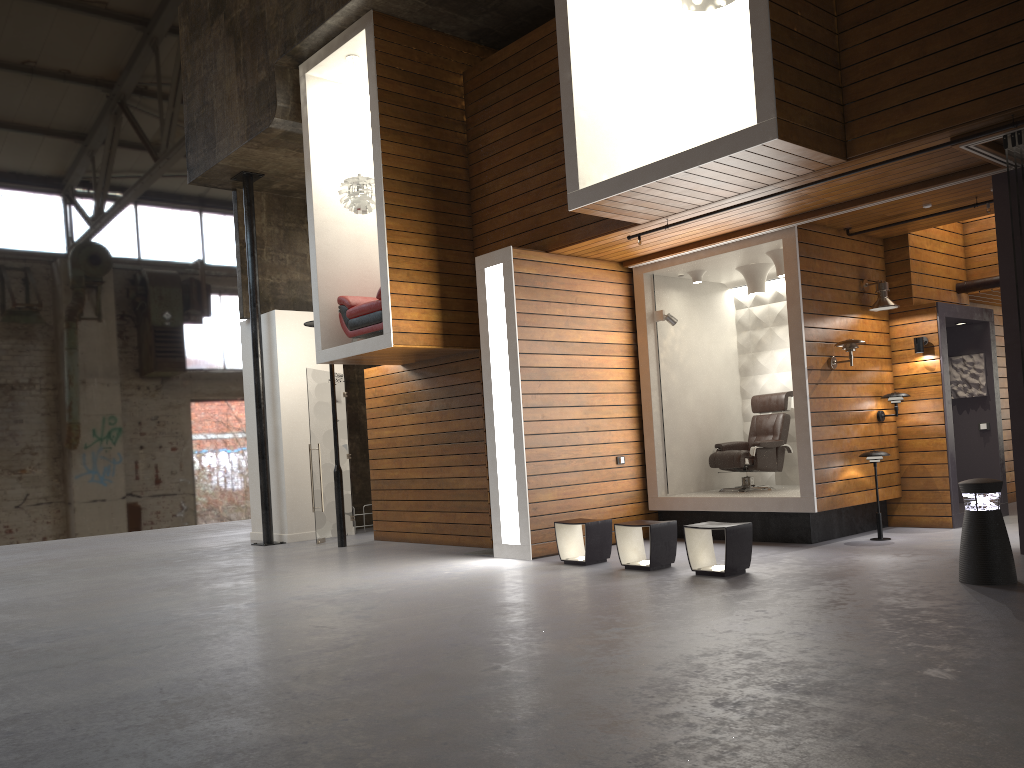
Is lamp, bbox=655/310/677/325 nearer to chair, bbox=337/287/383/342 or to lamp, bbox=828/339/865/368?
lamp, bbox=828/339/865/368

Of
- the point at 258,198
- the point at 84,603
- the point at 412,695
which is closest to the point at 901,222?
the point at 412,695

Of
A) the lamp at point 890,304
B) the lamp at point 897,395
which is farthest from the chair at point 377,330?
the lamp at point 897,395

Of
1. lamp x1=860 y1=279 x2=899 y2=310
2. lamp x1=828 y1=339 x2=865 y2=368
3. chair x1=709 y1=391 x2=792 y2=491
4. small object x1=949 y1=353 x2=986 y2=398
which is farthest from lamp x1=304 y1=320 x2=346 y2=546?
small object x1=949 y1=353 x2=986 y2=398

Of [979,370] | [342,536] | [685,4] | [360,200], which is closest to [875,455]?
[979,370]

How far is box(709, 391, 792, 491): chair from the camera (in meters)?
9.49

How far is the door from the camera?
11.6 meters

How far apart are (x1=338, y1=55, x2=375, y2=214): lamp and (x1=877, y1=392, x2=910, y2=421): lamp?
5.9m

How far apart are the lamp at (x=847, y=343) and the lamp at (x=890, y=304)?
0.61m

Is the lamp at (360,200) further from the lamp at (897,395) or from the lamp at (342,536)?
the lamp at (897,395)
